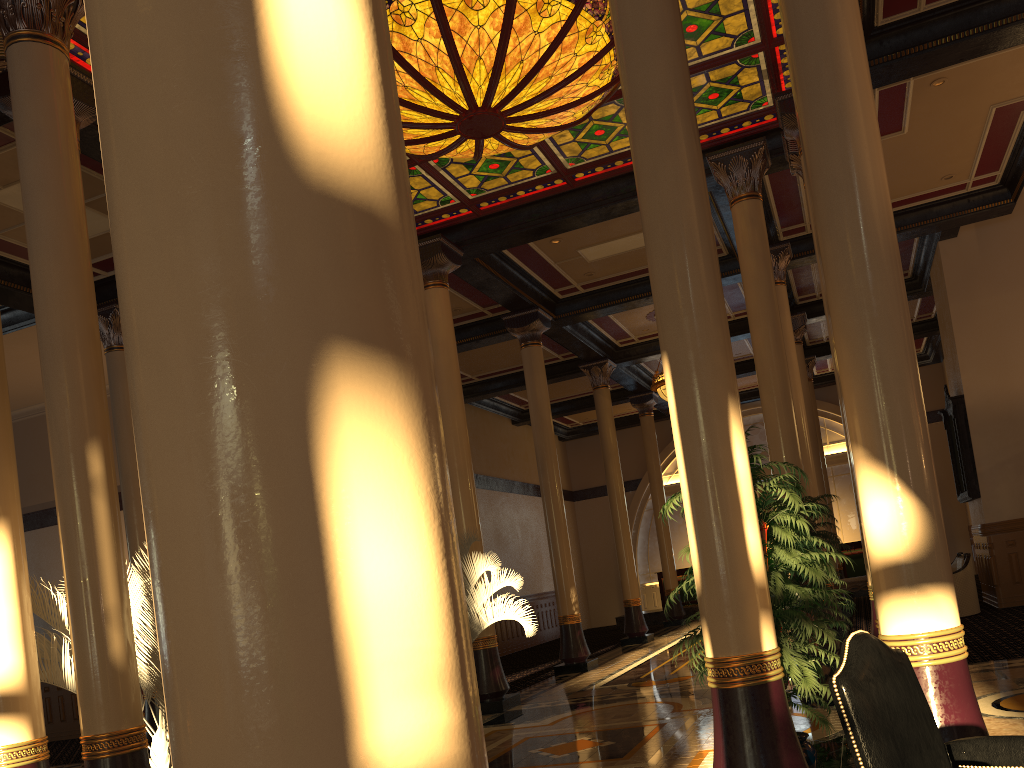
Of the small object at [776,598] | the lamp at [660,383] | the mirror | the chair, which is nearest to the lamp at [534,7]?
the small object at [776,598]

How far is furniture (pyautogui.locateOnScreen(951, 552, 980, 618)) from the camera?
12.3 meters

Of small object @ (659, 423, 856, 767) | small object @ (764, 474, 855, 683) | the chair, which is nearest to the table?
small object @ (764, 474, 855, 683)

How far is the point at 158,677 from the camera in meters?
6.0 m

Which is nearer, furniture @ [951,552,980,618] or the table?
furniture @ [951,552,980,618]

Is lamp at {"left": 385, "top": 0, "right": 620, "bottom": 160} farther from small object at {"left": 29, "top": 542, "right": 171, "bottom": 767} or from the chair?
the chair

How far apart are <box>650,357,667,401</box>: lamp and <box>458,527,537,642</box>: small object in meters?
7.0 m

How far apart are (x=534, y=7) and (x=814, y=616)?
6.0m

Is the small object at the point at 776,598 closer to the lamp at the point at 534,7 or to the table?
the lamp at the point at 534,7

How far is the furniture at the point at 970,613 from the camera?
12.28m
